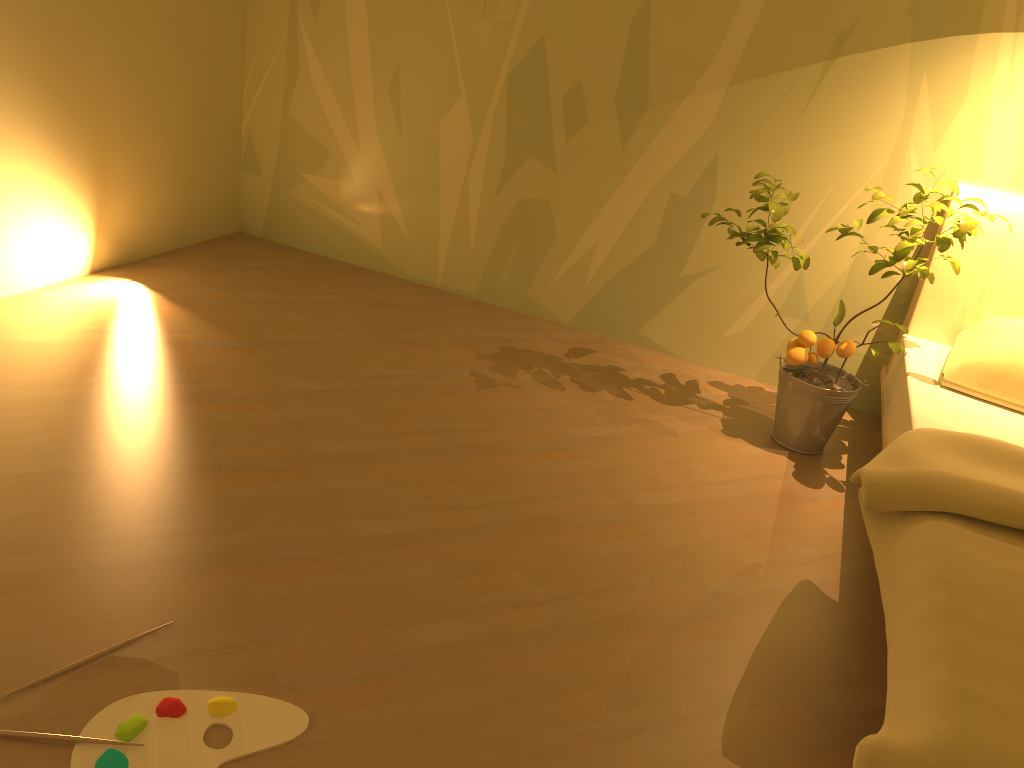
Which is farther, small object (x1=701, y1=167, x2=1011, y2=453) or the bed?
small object (x1=701, y1=167, x2=1011, y2=453)

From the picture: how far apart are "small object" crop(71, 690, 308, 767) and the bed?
0.90m

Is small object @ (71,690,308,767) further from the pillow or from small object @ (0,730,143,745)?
the pillow

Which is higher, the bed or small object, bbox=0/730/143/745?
the bed

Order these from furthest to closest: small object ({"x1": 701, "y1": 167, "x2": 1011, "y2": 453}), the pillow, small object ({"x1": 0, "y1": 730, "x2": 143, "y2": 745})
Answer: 1. small object ({"x1": 701, "y1": 167, "x2": 1011, "y2": 453})
2. the pillow
3. small object ({"x1": 0, "y1": 730, "x2": 143, "y2": 745})

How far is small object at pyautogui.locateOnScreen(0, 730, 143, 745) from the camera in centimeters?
143cm

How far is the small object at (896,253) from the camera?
2.7m

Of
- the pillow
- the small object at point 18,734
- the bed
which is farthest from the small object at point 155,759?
the pillow

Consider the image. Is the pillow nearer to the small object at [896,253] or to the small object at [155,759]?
the small object at [896,253]

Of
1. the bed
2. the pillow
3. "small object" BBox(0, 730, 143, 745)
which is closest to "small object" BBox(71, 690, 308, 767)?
"small object" BBox(0, 730, 143, 745)
